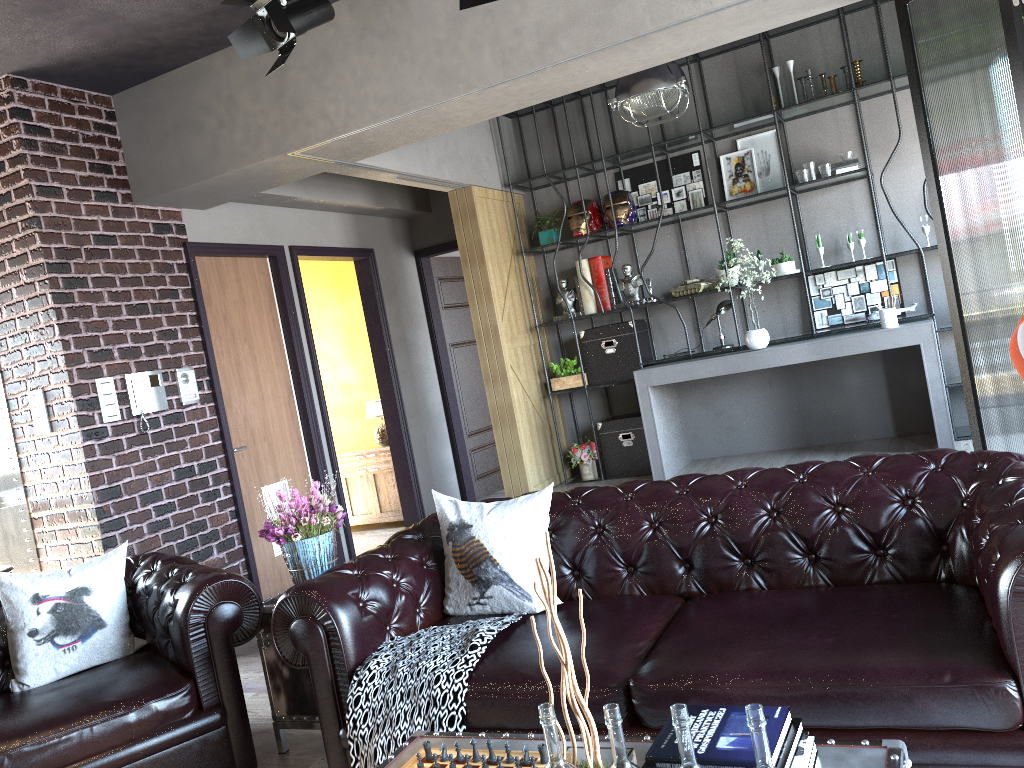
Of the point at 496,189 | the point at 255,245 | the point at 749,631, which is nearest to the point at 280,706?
the point at 749,631

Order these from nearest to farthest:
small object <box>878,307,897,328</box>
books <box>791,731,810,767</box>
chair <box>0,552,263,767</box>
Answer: books <box>791,731,810,767</box>, chair <box>0,552,263,767</box>, small object <box>878,307,897,328</box>

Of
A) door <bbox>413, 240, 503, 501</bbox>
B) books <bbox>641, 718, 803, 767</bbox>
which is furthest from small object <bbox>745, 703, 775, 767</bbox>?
door <bbox>413, 240, 503, 501</bbox>

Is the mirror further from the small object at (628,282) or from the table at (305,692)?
the small object at (628,282)

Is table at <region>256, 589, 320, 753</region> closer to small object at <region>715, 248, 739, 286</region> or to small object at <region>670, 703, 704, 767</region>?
small object at <region>670, 703, 704, 767</region>

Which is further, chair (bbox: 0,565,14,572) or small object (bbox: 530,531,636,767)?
chair (bbox: 0,565,14,572)

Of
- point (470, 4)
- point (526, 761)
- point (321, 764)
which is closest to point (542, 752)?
point (526, 761)

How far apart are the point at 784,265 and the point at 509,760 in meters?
5.4 m

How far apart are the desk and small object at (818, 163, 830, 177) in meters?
1.2 m

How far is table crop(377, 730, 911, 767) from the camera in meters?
1.8 m
